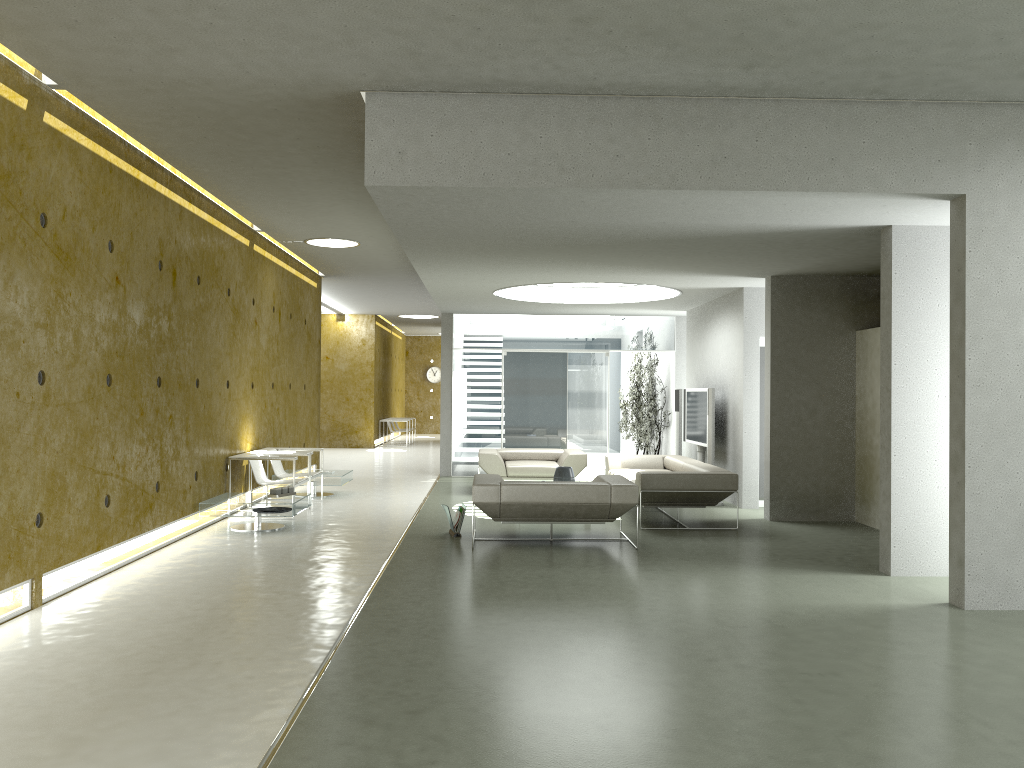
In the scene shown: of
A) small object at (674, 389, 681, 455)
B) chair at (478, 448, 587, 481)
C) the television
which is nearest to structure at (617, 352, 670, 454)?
small object at (674, 389, 681, 455)

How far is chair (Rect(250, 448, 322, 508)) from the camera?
10.71m

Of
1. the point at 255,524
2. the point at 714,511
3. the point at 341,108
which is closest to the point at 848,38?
the point at 341,108

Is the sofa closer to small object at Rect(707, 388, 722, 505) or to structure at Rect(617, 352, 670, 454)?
small object at Rect(707, 388, 722, 505)

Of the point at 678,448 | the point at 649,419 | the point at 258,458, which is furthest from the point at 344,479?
the point at 649,419

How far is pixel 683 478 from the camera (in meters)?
9.07

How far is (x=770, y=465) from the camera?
9.76m

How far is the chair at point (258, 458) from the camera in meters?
9.6

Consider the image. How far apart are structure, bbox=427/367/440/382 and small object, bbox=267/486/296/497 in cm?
2051

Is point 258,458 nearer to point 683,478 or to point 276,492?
point 276,492
